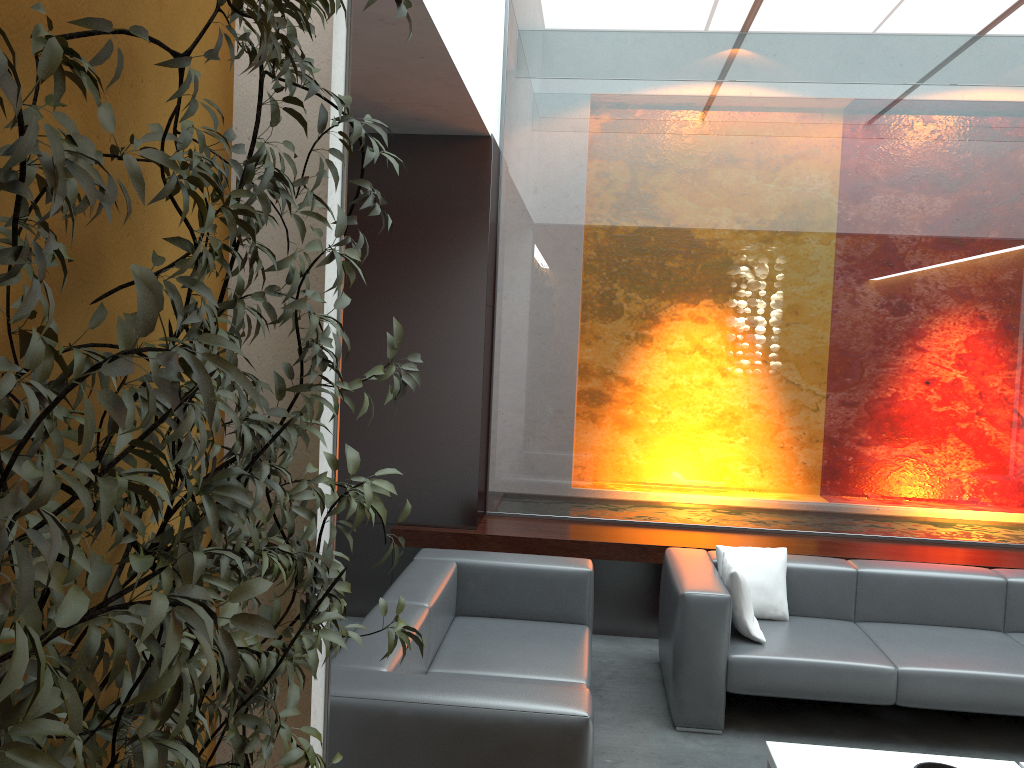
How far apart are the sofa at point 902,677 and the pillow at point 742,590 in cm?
3

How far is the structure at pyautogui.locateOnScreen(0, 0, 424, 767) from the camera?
0.83m

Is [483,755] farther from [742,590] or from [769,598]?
[769,598]

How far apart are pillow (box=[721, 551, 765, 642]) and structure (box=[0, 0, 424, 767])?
2.37m

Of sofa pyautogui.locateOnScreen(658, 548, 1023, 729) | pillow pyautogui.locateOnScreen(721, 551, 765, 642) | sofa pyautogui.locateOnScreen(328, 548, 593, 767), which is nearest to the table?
sofa pyautogui.locateOnScreen(658, 548, 1023, 729)

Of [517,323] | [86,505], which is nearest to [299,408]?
[86,505]

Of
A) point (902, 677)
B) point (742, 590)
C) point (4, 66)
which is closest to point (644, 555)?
point (742, 590)

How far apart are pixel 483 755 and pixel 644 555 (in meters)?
2.72

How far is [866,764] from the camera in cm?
355

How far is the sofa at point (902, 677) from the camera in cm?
400
